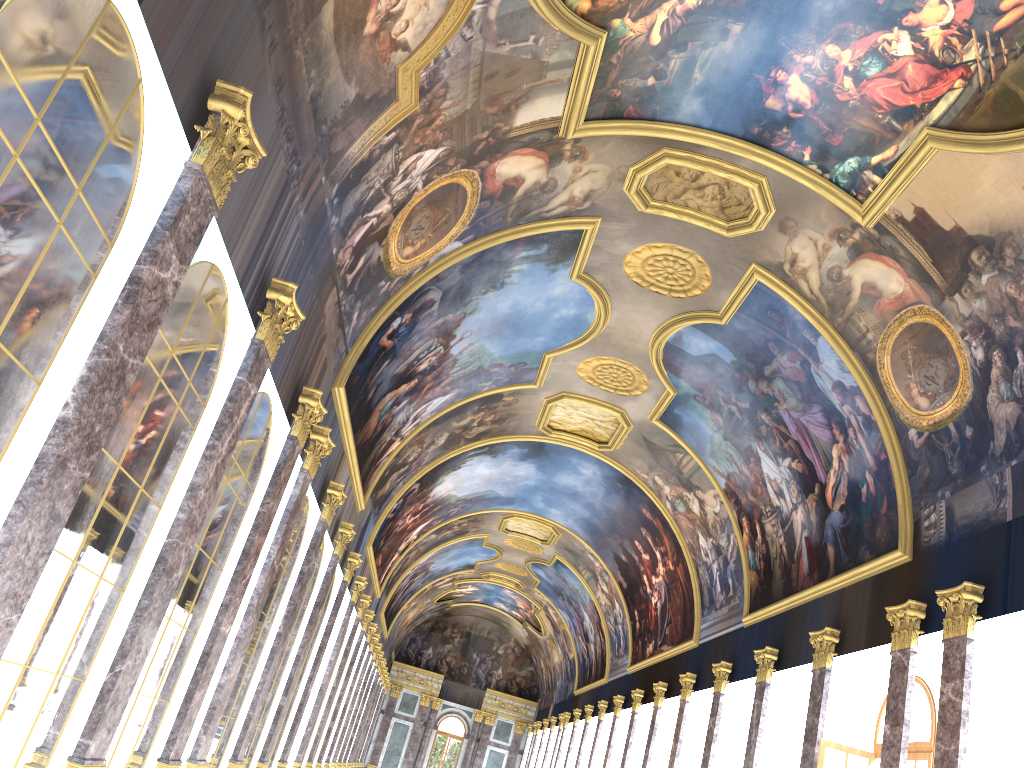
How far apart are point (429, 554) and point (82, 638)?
35.79m
